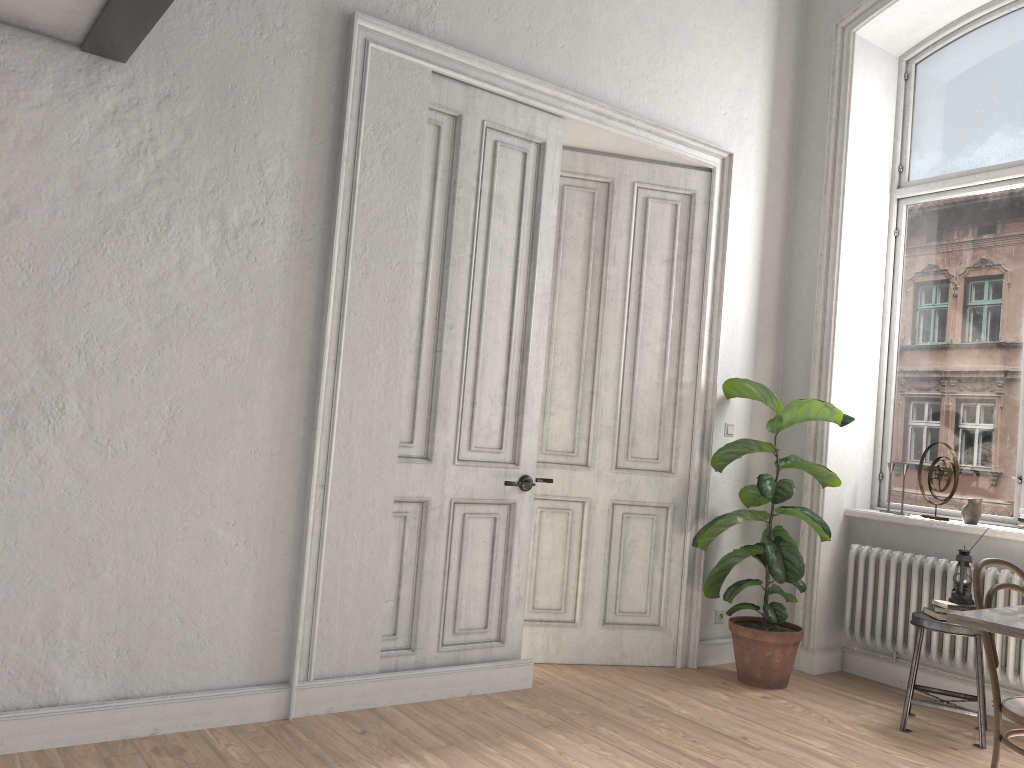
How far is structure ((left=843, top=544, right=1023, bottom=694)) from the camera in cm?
435

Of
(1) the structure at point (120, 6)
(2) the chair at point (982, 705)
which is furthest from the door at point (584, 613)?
(1) the structure at point (120, 6)

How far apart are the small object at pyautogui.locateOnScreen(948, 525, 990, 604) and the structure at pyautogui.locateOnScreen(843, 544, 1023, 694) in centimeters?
28cm

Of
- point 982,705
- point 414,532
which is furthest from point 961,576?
point 414,532

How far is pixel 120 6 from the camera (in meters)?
2.76

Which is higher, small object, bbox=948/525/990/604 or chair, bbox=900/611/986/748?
small object, bbox=948/525/990/604

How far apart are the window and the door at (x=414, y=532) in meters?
2.4

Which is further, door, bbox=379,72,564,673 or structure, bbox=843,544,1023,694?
structure, bbox=843,544,1023,694

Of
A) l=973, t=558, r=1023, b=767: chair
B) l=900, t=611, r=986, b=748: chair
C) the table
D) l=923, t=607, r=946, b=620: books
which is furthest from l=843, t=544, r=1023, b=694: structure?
the table

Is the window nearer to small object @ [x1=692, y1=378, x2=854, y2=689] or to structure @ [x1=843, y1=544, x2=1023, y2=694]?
structure @ [x1=843, y1=544, x2=1023, y2=694]
